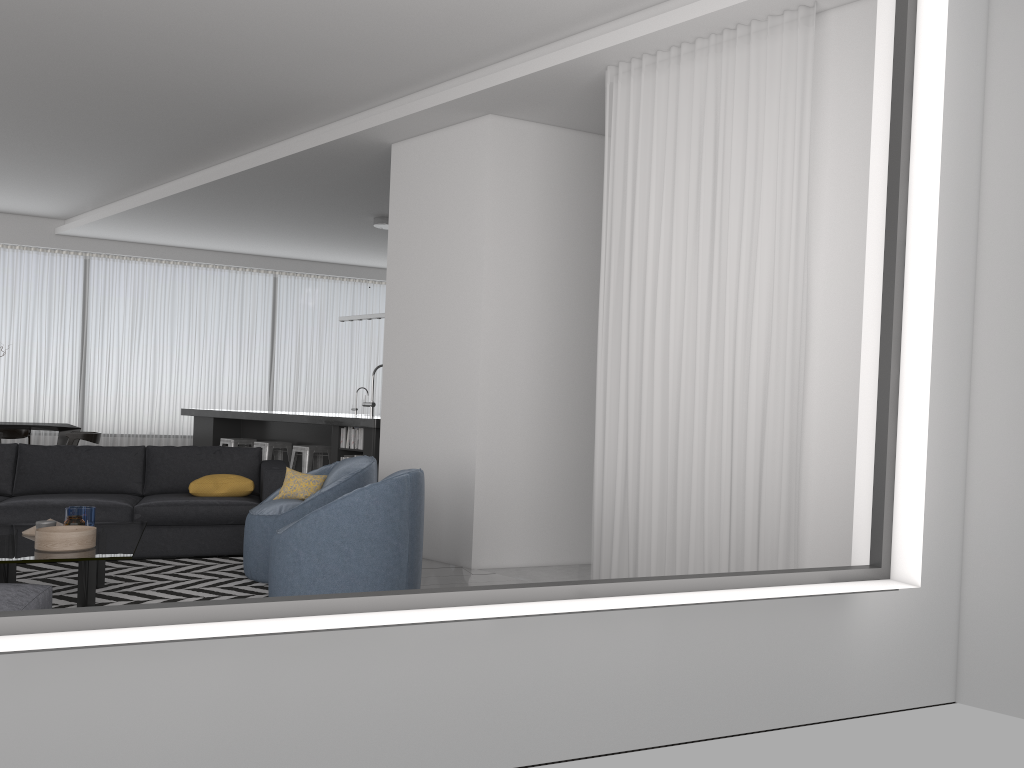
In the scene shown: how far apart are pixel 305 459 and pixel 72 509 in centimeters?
370cm

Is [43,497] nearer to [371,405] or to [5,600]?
[5,600]

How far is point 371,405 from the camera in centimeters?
950cm

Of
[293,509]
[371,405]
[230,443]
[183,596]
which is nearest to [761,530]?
[293,509]

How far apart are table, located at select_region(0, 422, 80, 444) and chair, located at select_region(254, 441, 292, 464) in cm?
231

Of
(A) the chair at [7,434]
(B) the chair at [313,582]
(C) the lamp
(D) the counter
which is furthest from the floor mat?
(A) the chair at [7,434]

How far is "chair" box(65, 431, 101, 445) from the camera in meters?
9.4

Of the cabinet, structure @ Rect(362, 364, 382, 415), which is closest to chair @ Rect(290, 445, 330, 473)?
the cabinet

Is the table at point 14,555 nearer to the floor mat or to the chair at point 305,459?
the floor mat

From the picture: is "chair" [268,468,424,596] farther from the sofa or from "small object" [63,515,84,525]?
→ the sofa
